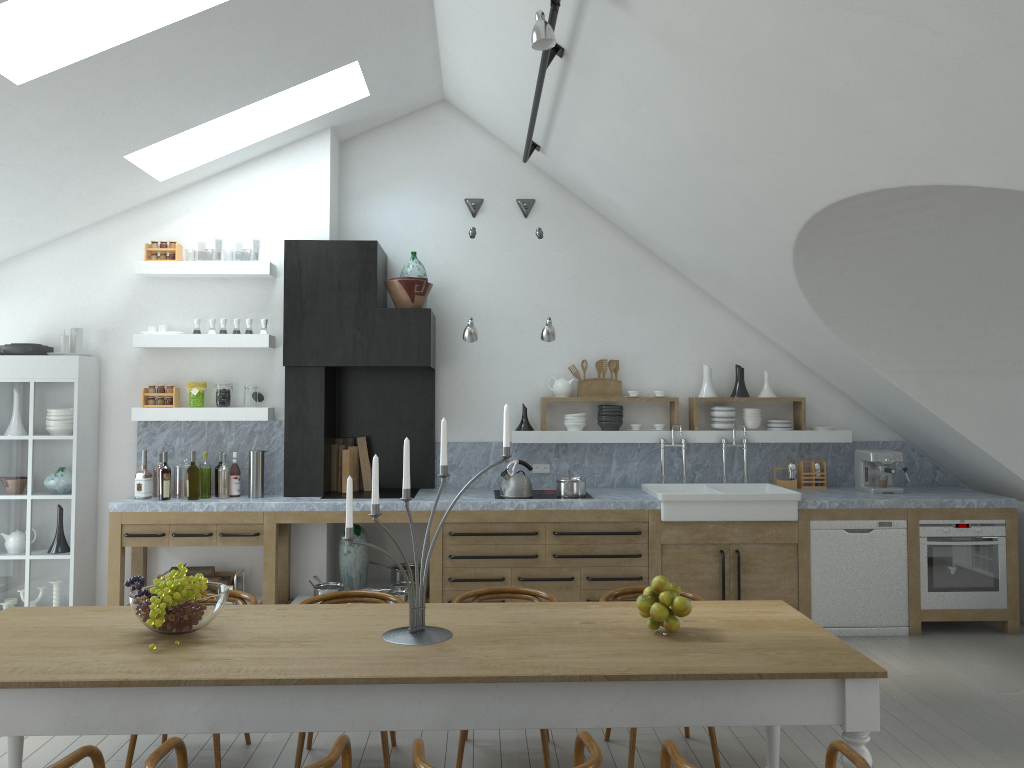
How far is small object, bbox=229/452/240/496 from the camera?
6.5 meters

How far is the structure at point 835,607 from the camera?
6.3 meters

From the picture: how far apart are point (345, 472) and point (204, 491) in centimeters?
102cm

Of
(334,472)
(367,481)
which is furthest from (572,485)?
(334,472)

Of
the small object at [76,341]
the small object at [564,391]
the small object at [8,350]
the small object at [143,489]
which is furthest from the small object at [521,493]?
the small object at [8,350]

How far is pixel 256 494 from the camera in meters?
6.4 m

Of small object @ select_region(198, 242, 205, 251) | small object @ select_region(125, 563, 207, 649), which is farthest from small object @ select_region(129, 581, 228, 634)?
small object @ select_region(198, 242, 205, 251)

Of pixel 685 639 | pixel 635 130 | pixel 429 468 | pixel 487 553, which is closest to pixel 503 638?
pixel 685 639

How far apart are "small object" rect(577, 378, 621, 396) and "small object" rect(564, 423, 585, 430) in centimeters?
27cm

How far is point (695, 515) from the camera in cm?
629
